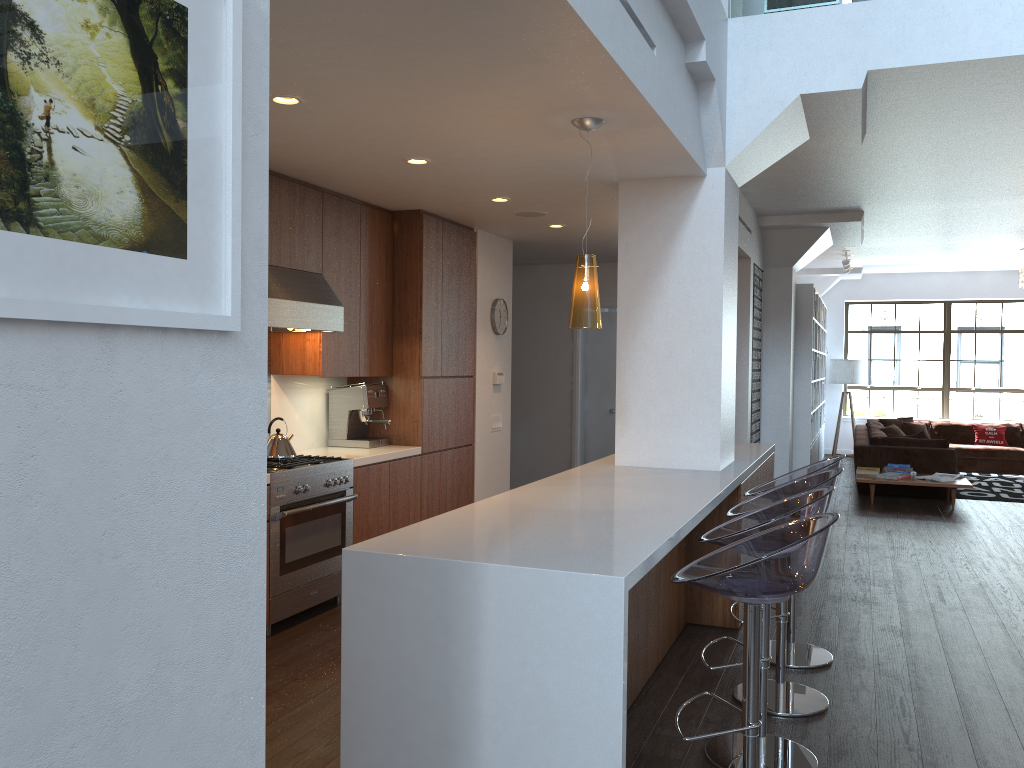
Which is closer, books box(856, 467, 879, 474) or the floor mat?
books box(856, 467, 879, 474)

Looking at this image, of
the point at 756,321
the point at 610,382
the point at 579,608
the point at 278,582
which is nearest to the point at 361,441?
the point at 278,582

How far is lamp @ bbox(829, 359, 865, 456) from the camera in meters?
14.2 m

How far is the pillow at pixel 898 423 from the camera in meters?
13.3

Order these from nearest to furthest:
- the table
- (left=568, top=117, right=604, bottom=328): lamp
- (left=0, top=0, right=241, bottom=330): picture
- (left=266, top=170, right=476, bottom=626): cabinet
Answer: (left=0, top=0, right=241, bottom=330): picture, (left=568, top=117, right=604, bottom=328): lamp, (left=266, top=170, right=476, bottom=626): cabinet, the table

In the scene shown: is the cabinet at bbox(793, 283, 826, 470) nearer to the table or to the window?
the table

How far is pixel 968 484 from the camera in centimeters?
902cm

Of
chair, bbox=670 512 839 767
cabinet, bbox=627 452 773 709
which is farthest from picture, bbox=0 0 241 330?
cabinet, bbox=627 452 773 709

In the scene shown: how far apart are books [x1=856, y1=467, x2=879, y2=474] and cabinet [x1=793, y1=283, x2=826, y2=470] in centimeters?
64cm

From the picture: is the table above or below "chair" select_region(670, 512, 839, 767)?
below
